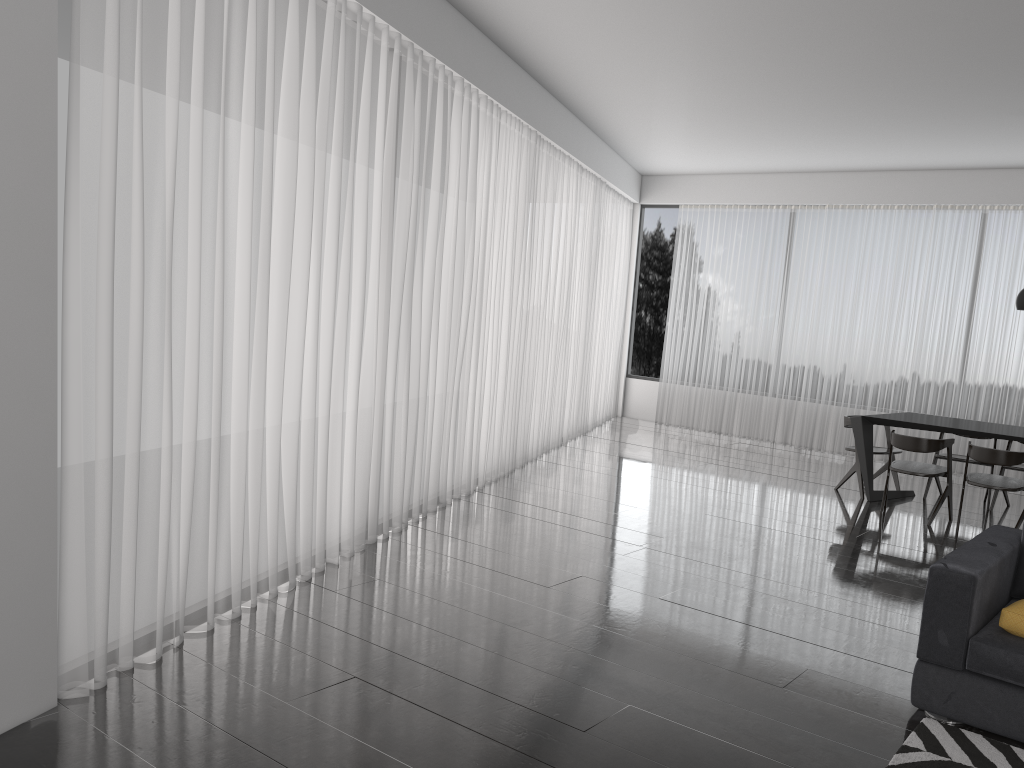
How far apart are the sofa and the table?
2.9m

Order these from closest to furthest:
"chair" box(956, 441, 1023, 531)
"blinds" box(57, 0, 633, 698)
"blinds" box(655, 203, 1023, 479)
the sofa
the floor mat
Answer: the floor mat
the sofa
"blinds" box(57, 0, 633, 698)
"chair" box(956, 441, 1023, 531)
"blinds" box(655, 203, 1023, 479)

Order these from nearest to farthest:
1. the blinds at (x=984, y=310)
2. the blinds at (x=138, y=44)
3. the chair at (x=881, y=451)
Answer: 1. the blinds at (x=138, y=44)
2. the chair at (x=881, y=451)
3. the blinds at (x=984, y=310)

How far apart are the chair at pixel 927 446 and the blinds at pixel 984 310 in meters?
2.5 m

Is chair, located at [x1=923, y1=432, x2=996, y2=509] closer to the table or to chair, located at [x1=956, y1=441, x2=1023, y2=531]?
the table

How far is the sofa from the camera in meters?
3.0

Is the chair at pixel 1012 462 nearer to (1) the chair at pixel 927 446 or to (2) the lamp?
(1) the chair at pixel 927 446

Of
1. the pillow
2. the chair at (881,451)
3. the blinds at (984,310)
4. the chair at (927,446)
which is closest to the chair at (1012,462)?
the chair at (927,446)

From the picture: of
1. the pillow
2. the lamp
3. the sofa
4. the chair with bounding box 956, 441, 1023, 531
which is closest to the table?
the chair with bounding box 956, 441, 1023, 531

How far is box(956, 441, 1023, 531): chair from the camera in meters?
6.0 m
